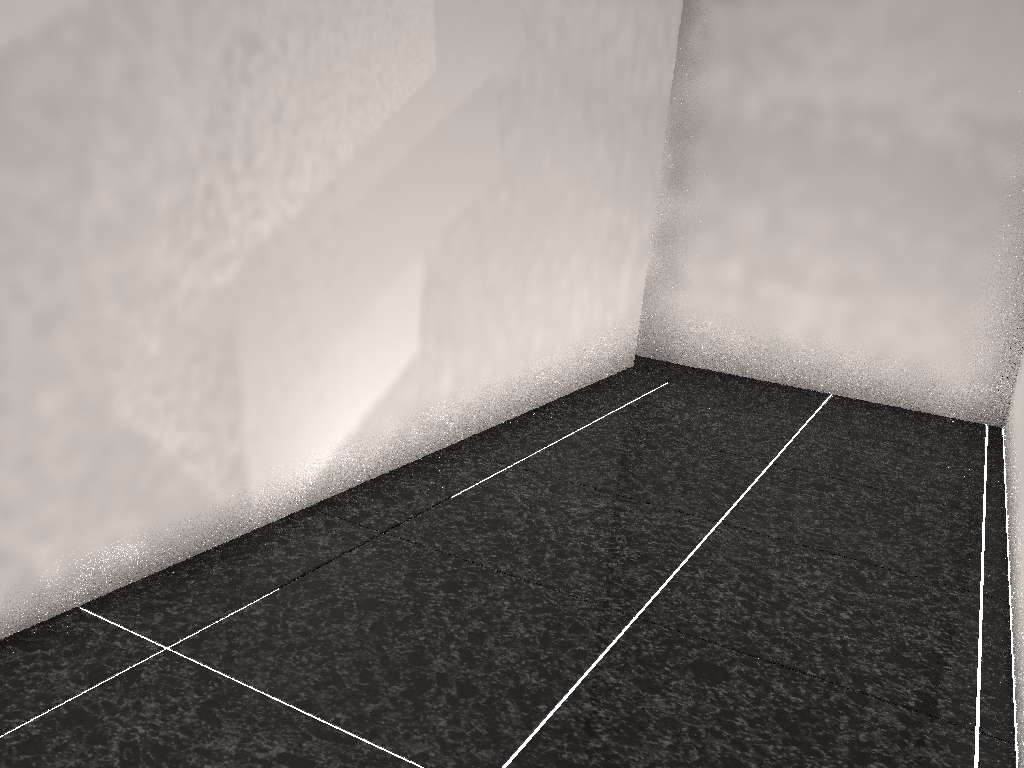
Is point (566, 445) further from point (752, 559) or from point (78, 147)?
point (78, 147)
